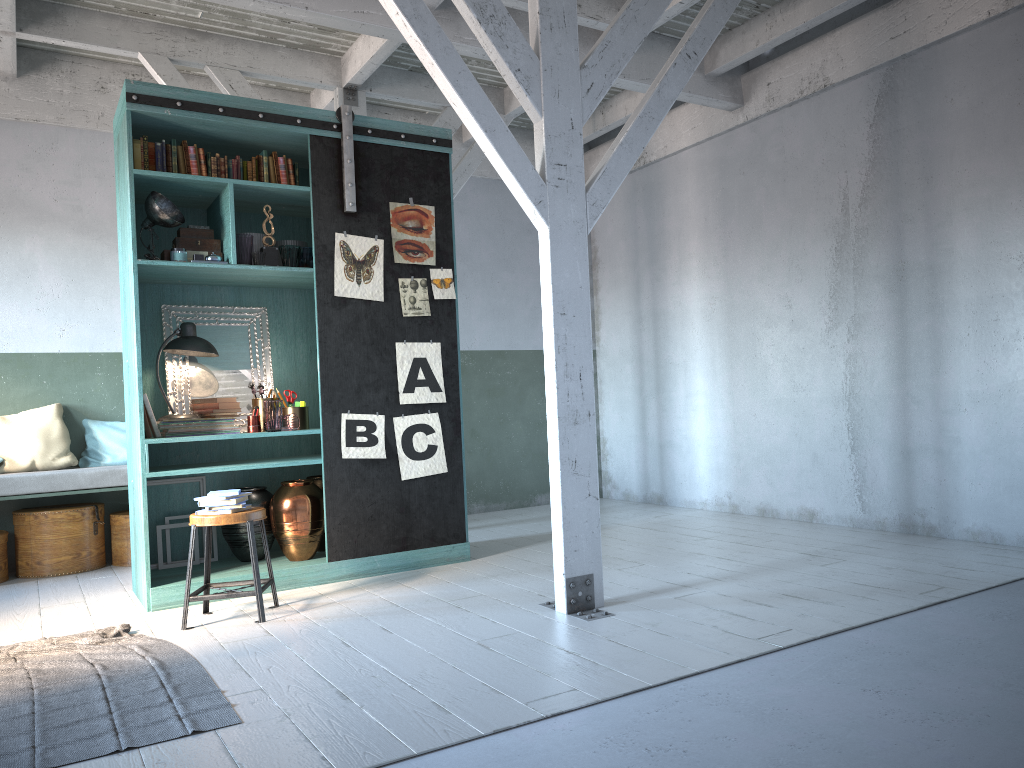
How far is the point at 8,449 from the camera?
7.72m

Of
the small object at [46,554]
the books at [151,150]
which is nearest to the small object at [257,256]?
the books at [151,150]

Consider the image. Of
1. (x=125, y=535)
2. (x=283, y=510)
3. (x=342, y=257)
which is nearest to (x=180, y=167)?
(x=342, y=257)

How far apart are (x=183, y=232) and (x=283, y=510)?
2.2m

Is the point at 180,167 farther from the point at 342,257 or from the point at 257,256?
the point at 342,257

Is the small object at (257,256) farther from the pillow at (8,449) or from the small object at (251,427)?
the pillow at (8,449)

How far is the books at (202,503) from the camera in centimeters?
543cm

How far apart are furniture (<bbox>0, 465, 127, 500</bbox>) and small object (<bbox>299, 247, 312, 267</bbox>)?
2.62m

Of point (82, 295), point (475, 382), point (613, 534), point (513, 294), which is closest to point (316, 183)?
point (82, 295)

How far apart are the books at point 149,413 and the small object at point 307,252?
1.5 meters
